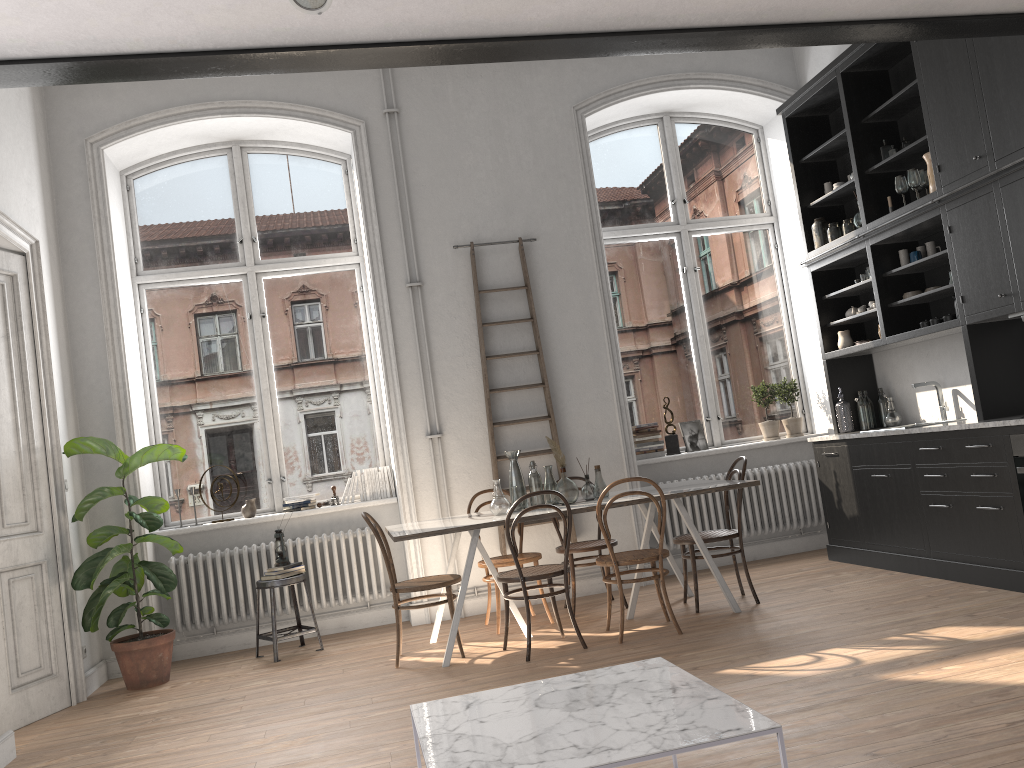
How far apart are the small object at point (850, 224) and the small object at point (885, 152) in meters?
0.6

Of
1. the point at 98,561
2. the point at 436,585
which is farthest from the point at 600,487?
the point at 98,561

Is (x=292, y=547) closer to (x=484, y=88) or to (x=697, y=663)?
(x=697, y=663)

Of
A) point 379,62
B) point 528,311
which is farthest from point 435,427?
point 379,62

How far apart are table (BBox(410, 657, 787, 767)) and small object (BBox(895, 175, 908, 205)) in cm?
419

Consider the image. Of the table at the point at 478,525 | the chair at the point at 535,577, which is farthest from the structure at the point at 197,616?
the chair at the point at 535,577

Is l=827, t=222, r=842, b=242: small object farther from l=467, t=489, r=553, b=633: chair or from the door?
the door

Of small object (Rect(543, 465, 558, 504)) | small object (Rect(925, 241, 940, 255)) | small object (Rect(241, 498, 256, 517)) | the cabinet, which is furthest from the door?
small object (Rect(925, 241, 940, 255))

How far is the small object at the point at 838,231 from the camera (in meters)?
6.69

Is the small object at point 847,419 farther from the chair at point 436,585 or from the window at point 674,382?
the chair at point 436,585
